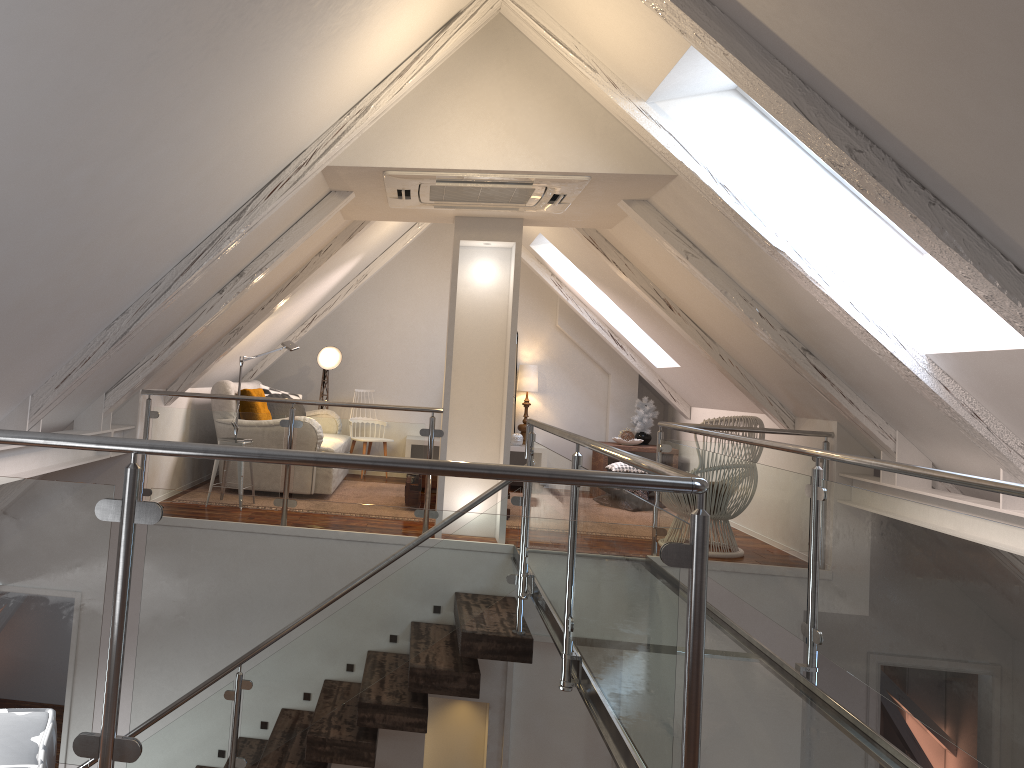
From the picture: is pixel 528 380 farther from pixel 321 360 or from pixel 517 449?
pixel 321 360

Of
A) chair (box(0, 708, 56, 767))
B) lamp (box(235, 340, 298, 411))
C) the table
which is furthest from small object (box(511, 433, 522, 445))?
chair (box(0, 708, 56, 767))

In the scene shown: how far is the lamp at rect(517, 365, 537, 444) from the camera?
7.8 meters

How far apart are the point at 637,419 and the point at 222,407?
3.6m

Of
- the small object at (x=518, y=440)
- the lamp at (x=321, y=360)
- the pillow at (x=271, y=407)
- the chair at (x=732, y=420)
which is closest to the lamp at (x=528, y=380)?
the small object at (x=518, y=440)

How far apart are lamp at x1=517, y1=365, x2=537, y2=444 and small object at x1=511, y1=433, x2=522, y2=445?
0.23m

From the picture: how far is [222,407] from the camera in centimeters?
592cm

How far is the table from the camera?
7.47m

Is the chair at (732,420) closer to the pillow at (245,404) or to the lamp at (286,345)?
the lamp at (286,345)

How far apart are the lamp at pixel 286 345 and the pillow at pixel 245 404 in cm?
48
